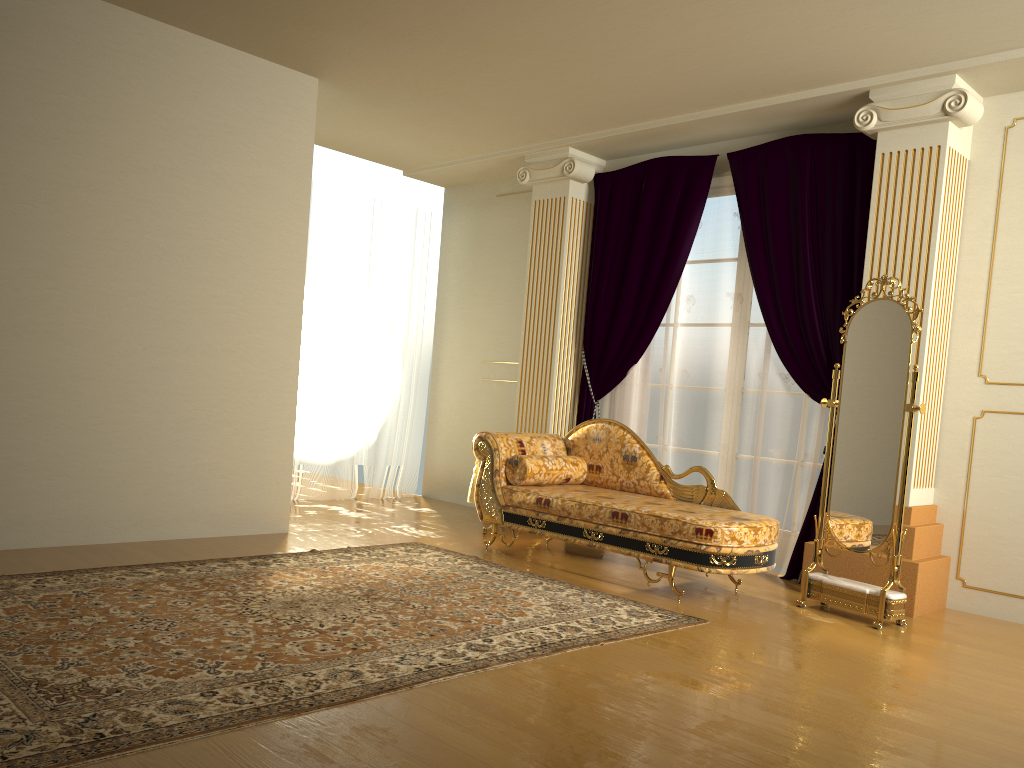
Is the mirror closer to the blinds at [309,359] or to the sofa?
the sofa

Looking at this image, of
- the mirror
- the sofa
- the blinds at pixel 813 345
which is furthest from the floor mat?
the blinds at pixel 813 345

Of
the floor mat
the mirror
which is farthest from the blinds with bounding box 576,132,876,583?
the floor mat

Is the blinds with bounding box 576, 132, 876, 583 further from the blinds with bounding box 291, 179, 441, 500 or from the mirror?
the blinds with bounding box 291, 179, 441, 500

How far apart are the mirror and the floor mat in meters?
0.8 m

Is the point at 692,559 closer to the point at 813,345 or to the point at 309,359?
the point at 813,345

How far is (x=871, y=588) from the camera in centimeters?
425cm

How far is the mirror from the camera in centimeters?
422cm

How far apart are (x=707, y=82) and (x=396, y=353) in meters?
3.6

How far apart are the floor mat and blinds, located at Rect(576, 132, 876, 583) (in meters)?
1.43
